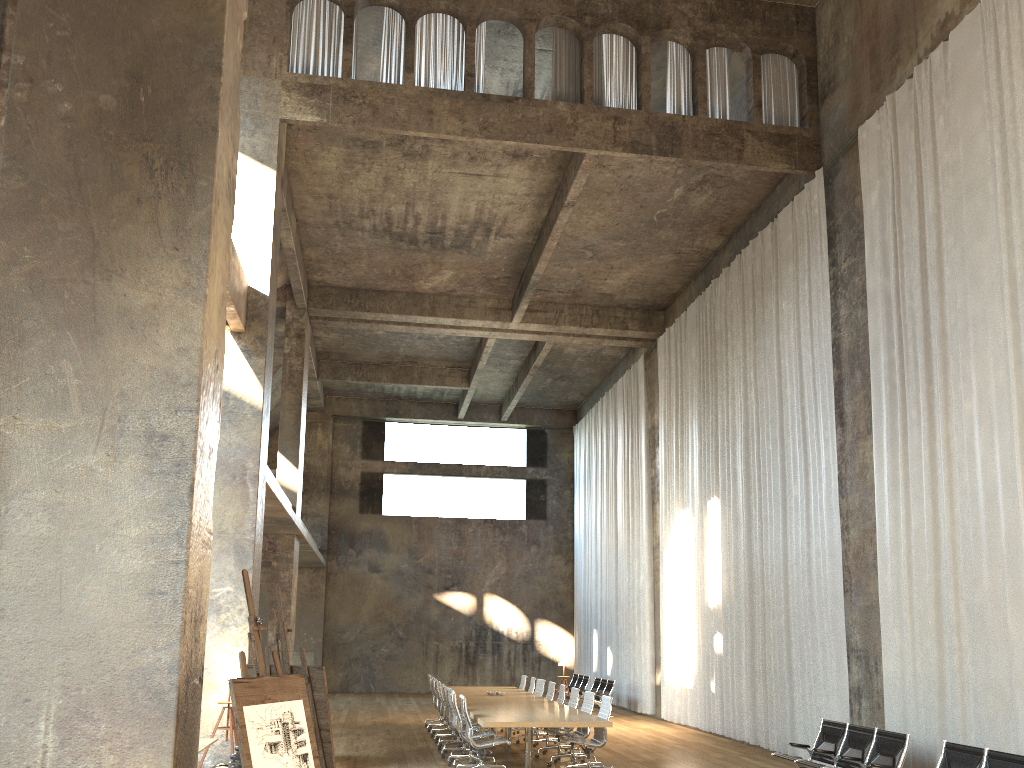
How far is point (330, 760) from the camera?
6.2 meters

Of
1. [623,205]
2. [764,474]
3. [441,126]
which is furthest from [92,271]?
[623,205]

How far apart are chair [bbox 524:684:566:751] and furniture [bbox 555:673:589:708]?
8.6 meters

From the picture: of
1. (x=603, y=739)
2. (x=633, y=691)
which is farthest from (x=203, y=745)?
(x=633, y=691)

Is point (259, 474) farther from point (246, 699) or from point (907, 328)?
point (907, 328)

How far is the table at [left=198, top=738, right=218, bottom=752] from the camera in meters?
8.1 m

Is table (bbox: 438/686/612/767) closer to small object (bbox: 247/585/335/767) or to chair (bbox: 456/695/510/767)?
chair (bbox: 456/695/510/767)

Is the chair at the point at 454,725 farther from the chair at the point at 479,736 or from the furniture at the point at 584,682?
the furniture at the point at 584,682

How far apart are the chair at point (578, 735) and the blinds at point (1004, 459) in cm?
373

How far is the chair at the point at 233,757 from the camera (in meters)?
7.84
